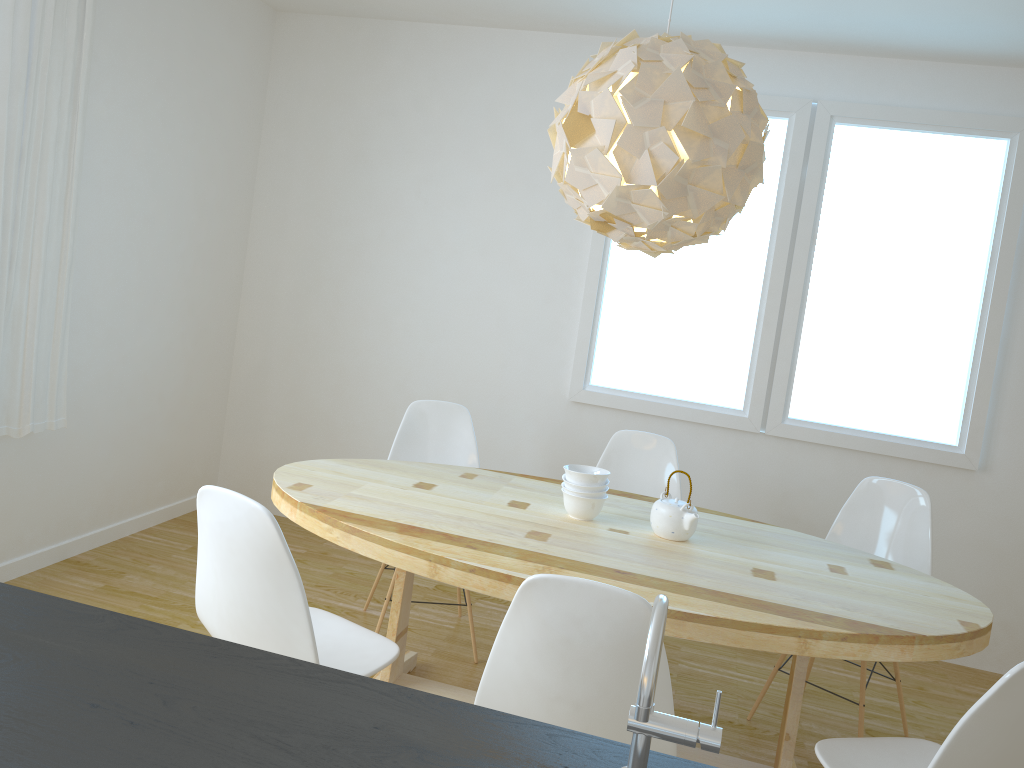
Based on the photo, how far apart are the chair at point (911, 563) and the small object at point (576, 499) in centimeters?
103cm

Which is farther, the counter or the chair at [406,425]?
the chair at [406,425]

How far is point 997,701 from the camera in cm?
168

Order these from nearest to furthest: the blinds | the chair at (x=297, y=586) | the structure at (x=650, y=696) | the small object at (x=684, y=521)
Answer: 1. the structure at (x=650, y=696)
2. the chair at (x=297, y=586)
3. the small object at (x=684, y=521)
4. the blinds

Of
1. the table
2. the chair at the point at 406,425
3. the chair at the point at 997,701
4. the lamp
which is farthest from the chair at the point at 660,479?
the chair at the point at 997,701

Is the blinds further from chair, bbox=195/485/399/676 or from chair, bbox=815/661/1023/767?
chair, bbox=815/661/1023/767

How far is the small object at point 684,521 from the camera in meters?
2.7 m

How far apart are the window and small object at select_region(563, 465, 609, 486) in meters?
1.5

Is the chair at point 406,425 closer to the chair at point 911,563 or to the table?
the table

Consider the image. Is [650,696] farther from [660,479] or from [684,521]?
[660,479]
